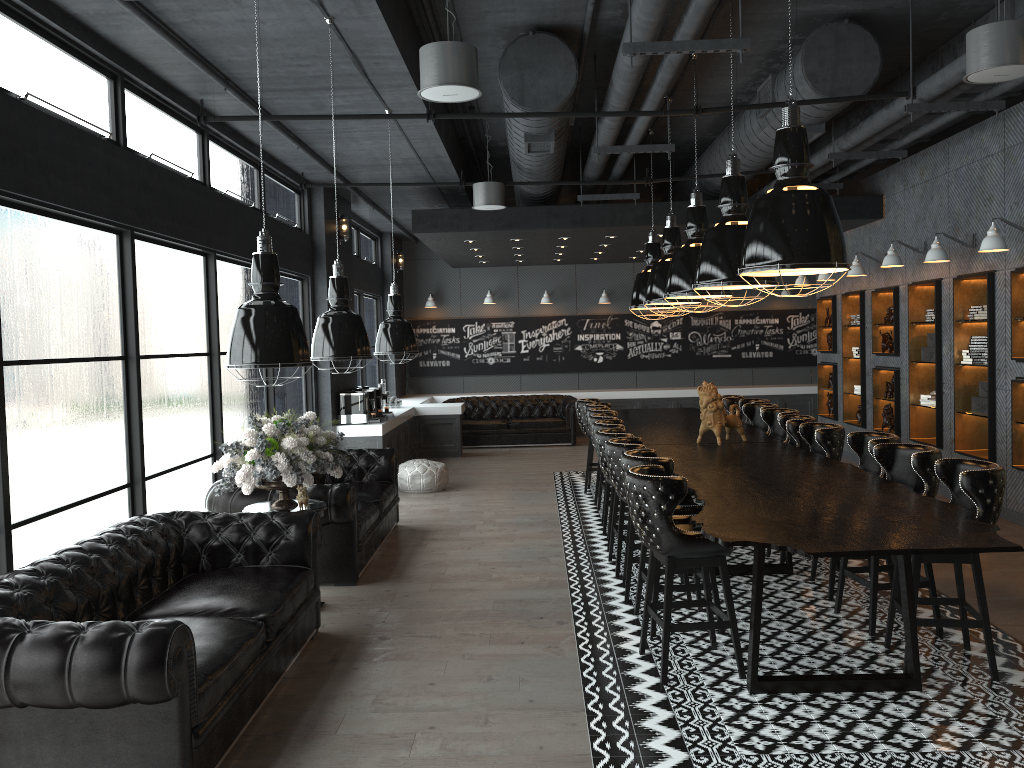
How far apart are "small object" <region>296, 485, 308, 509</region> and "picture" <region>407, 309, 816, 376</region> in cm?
1127

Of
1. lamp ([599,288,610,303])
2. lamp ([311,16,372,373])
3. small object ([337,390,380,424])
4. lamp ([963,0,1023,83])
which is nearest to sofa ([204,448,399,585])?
lamp ([311,16,372,373])

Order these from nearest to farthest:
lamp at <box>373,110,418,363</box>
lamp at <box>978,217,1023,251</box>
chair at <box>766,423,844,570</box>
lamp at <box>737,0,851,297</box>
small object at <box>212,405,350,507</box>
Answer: lamp at <box>737,0,851,297</box> < small object at <box>212,405,350,507</box> < chair at <box>766,423,844,570</box> < lamp at <box>373,110,418,363</box> < lamp at <box>978,217,1023,251</box>

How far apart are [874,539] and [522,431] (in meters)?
11.28

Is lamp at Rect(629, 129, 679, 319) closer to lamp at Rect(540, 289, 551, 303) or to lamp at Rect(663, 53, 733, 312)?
lamp at Rect(663, 53, 733, 312)

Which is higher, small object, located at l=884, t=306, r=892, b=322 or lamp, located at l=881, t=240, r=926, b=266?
lamp, located at l=881, t=240, r=926, b=266

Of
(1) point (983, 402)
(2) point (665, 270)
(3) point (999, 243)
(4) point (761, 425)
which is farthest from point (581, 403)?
(3) point (999, 243)

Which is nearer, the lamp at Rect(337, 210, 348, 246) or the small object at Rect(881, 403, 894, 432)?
the small object at Rect(881, 403, 894, 432)

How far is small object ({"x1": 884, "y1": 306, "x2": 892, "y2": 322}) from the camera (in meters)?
10.91

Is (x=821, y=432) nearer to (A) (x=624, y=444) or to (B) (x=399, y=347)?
(A) (x=624, y=444)
